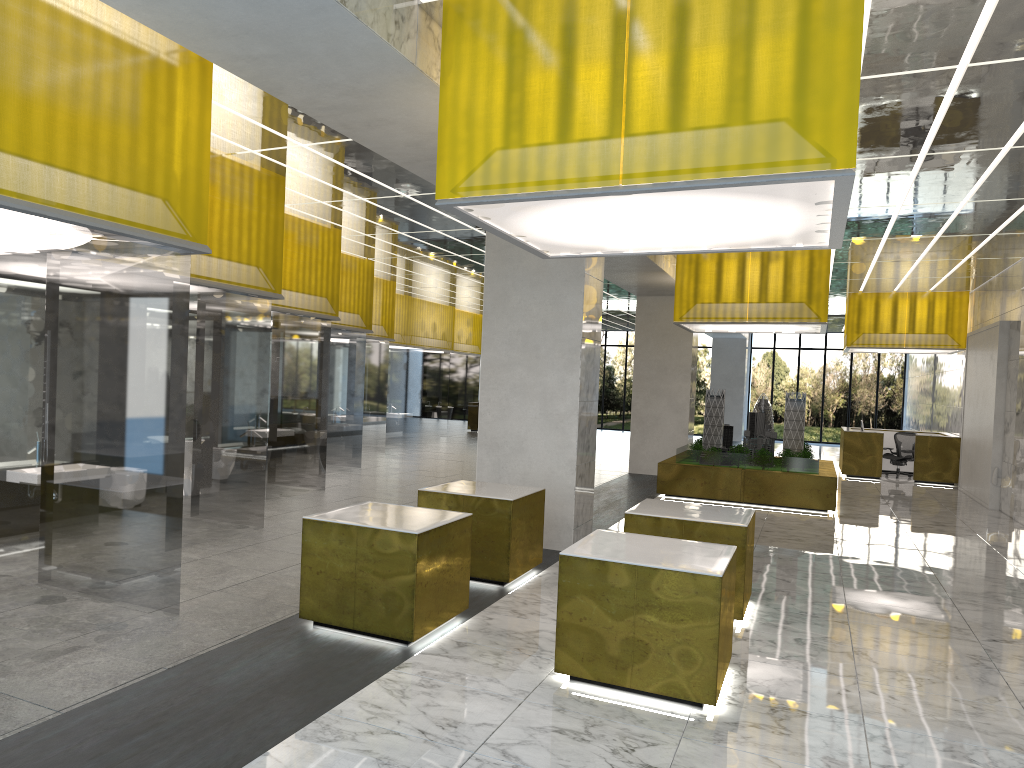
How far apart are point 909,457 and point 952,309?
5.45m

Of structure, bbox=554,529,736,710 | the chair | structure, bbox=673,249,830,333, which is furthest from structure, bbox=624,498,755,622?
the chair

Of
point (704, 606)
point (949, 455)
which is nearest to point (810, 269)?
point (949, 455)

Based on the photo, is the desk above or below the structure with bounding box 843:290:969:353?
below

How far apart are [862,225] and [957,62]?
9.31m

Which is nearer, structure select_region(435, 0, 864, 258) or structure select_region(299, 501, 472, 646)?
structure select_region(435, 0, 864, 258)

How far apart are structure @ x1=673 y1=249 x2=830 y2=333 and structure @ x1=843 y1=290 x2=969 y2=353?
8.49m

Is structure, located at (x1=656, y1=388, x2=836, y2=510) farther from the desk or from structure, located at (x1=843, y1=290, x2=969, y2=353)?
structure, located at (x1=843, y1=290, x2=969, y2=353)

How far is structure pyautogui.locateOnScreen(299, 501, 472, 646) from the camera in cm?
819

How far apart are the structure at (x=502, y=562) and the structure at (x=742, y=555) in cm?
144
